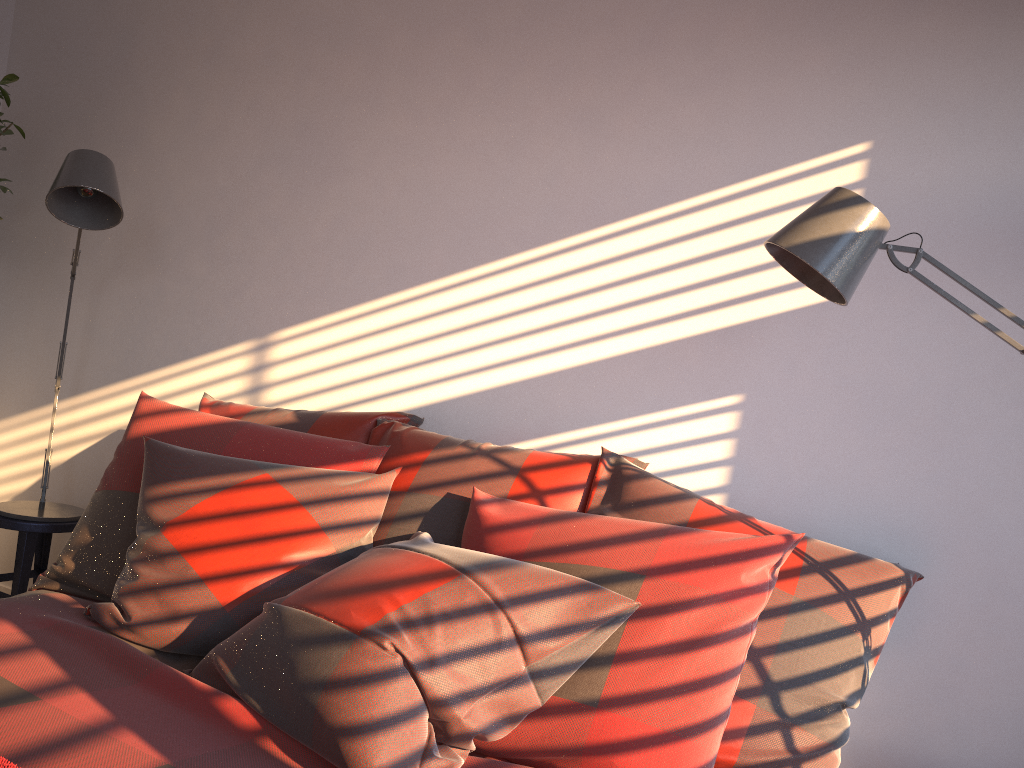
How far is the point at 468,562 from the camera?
1.6m

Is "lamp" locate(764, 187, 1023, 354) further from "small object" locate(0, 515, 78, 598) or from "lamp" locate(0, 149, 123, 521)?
"small object" locate(0, 515, 78, 598)

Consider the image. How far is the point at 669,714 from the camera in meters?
1.5 m

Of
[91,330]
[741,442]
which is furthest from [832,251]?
[91,330]

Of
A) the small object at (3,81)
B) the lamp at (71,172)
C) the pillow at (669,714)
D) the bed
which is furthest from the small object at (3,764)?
the small object at (3,81)

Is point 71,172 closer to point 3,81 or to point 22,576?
point 3,81

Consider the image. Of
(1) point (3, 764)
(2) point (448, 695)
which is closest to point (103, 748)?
(1) point (3, 764)

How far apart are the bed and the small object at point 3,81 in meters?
1.8 m

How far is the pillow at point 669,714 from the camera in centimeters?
149cm

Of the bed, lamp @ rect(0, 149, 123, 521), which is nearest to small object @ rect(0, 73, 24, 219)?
lamp @ rect(0, 149, 123, 521)
